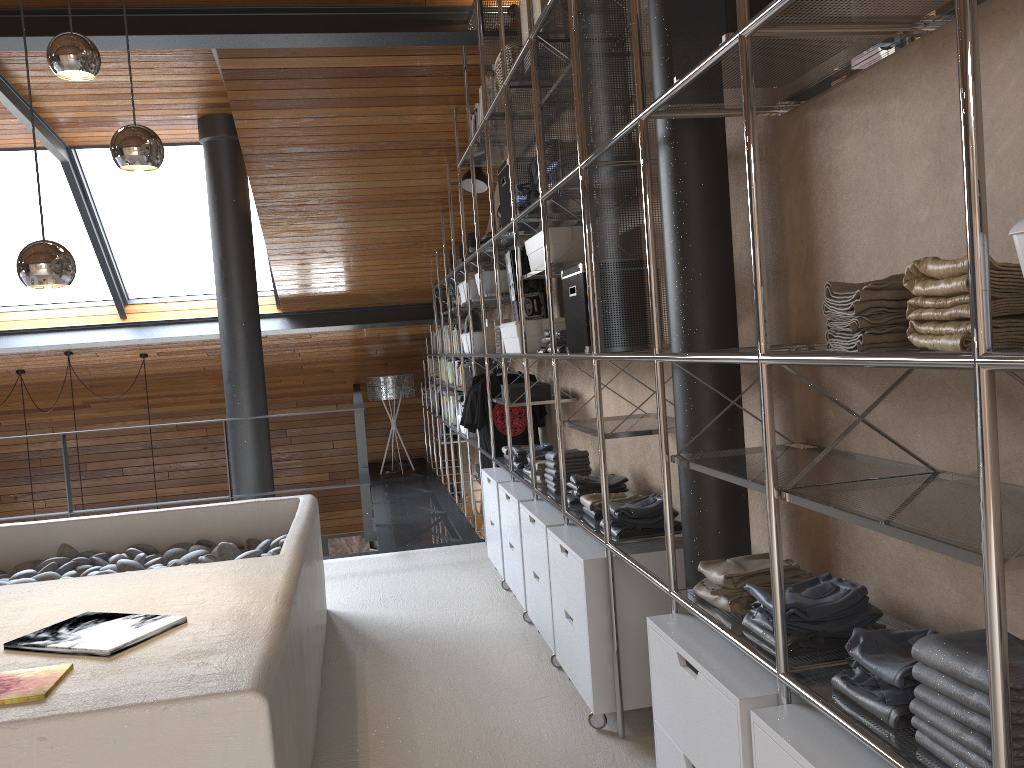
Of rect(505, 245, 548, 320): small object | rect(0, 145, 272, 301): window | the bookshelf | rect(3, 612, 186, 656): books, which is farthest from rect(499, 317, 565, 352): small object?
rect(0, 145, 272, 301): window

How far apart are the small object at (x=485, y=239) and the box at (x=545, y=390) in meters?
1.1 m

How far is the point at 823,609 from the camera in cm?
172

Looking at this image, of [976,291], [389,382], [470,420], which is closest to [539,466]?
[470,420]

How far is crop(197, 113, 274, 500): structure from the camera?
6.0m

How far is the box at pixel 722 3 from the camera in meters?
1.7

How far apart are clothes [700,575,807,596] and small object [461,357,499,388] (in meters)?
4.18

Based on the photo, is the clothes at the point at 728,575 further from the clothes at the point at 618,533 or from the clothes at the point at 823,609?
the clothes at the point at 618,533

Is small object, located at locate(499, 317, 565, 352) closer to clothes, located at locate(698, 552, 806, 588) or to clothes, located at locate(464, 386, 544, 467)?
clothes, located at locate(464, 386, 544, 467)

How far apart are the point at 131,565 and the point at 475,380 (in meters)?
2.31
